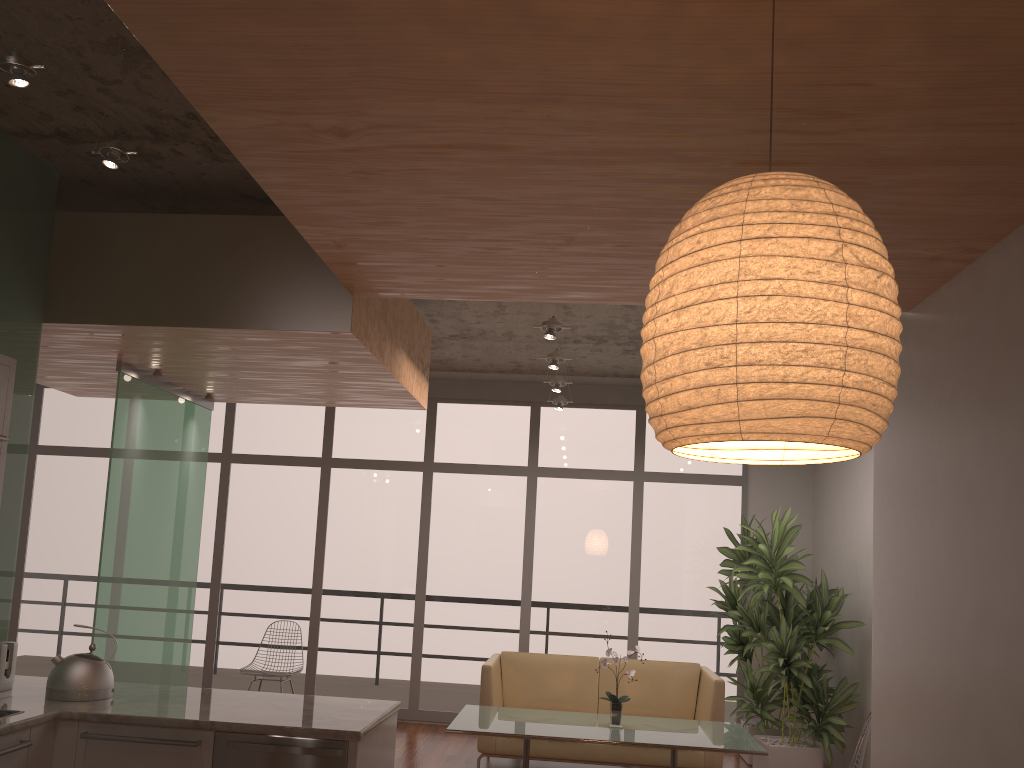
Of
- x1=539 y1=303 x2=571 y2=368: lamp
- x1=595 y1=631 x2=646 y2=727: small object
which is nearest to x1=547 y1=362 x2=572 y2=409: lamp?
x1=539 y1=303 x2=571 y2=368: lamp

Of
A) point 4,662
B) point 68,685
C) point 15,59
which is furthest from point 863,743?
point 15,59

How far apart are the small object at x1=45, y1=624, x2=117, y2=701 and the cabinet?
0.20m

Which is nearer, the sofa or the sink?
the sink

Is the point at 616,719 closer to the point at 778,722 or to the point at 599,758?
the point at 599,758

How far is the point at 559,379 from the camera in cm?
695

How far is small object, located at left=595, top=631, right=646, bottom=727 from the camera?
5.42m

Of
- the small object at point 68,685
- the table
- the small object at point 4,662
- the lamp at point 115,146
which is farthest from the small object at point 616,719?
the lamp at point 115,146

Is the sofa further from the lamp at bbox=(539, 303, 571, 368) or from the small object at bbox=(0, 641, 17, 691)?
the small object at bbox=(0, 641, 17, 691)

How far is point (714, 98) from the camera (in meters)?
2.38
